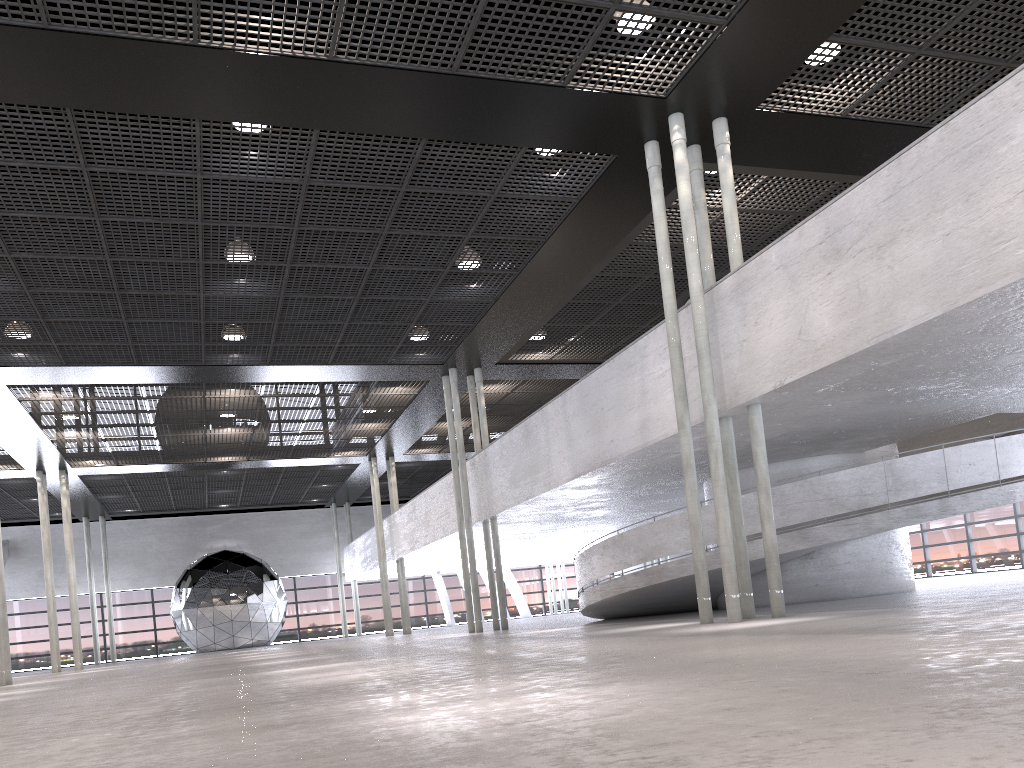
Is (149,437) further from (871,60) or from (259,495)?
(871,60)

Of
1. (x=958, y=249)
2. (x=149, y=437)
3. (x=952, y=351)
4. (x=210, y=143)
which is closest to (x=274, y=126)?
(x=210, y=143)
